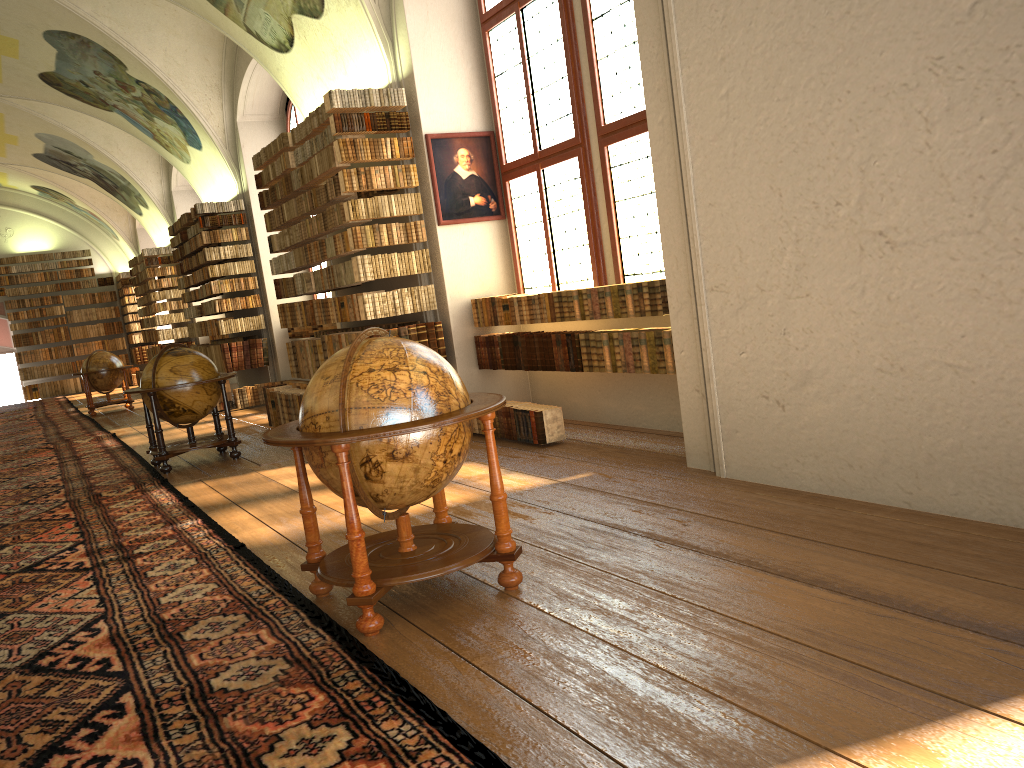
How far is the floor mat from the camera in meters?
3.3 m

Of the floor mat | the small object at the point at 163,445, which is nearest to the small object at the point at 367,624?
the floor mat

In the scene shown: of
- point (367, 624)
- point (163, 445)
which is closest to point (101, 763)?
point (367, 624)

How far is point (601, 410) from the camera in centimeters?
932cm

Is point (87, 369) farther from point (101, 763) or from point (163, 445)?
point (101, 763)

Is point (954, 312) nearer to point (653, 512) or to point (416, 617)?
point (653, 512)

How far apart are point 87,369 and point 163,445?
11.04m

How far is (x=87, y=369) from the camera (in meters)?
19.61

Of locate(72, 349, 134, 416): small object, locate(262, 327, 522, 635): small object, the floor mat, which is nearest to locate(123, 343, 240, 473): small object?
the floor mat

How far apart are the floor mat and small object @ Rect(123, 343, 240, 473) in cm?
9
